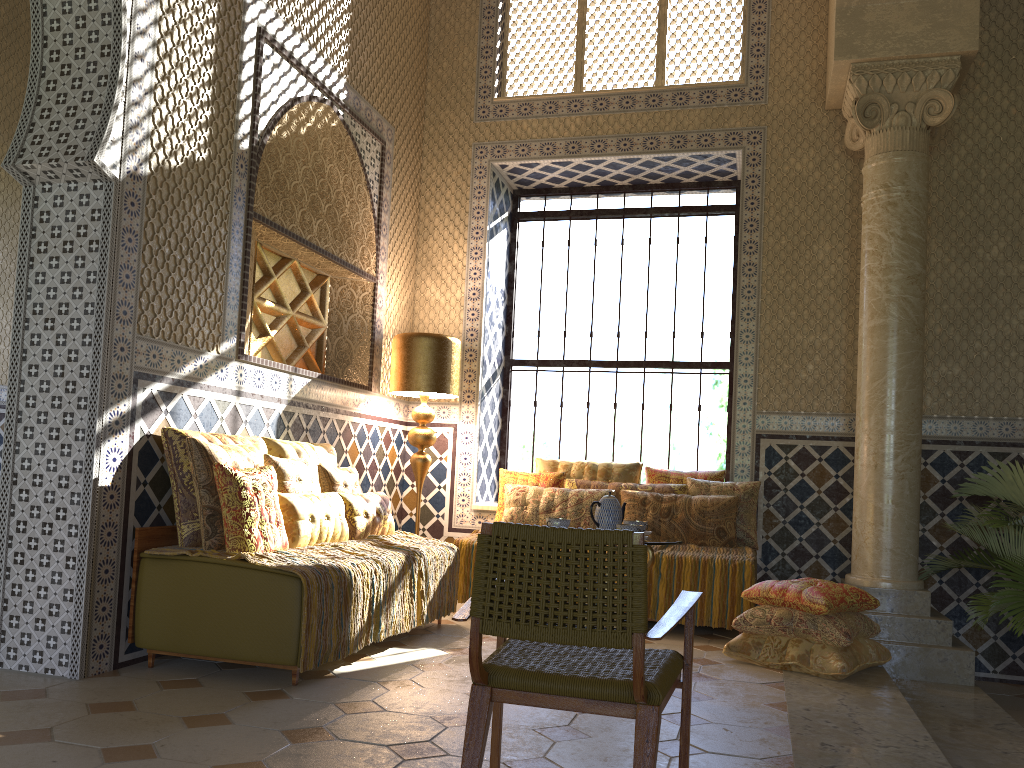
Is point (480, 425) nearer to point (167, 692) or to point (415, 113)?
point (415, 113)

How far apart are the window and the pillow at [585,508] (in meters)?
1.69

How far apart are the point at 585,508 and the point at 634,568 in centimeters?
579cm

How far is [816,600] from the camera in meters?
6.6 m

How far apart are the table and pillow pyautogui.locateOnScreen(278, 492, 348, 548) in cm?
241

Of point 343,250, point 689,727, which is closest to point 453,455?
point 343,250

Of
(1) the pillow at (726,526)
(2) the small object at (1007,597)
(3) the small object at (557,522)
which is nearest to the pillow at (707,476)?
(1) the pillow at (726,526)

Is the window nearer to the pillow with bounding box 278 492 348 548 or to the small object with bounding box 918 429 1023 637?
the small object with bounding box 918 429 1023 637

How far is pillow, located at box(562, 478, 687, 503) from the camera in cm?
893

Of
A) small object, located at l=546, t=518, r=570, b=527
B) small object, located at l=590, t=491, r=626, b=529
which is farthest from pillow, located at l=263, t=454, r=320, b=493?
small object, located at l=590, t=491, r=626, b=529
